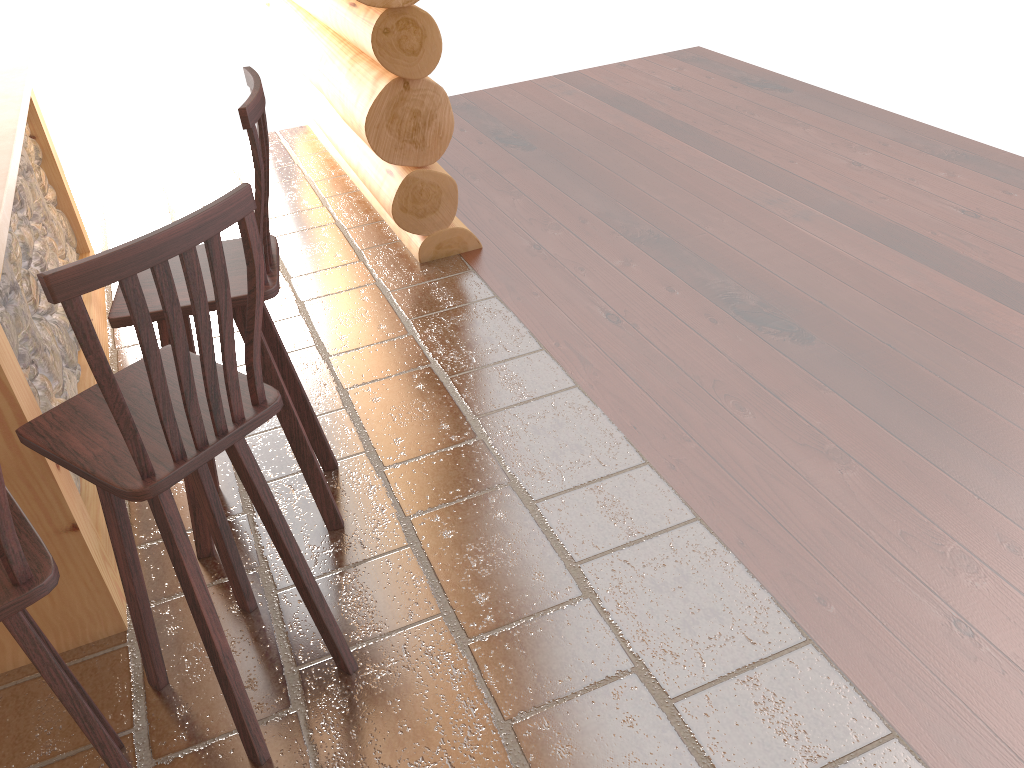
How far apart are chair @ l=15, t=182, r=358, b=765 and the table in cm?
23

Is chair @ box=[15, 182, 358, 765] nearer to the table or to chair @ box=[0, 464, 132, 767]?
chair @ box=[0, 464, 132, 767]

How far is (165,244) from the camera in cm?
145

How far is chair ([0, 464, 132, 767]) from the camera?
1.43m

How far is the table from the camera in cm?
214

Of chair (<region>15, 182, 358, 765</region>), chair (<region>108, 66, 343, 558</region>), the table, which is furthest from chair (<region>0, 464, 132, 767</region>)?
chair (<region>108, 66, 343, 558</region>)

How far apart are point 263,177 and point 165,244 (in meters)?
0.74

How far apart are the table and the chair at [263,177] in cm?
23

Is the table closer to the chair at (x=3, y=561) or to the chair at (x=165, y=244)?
the chair at (x=165, y=244)

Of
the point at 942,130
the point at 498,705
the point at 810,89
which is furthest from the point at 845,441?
the point at 810,89
